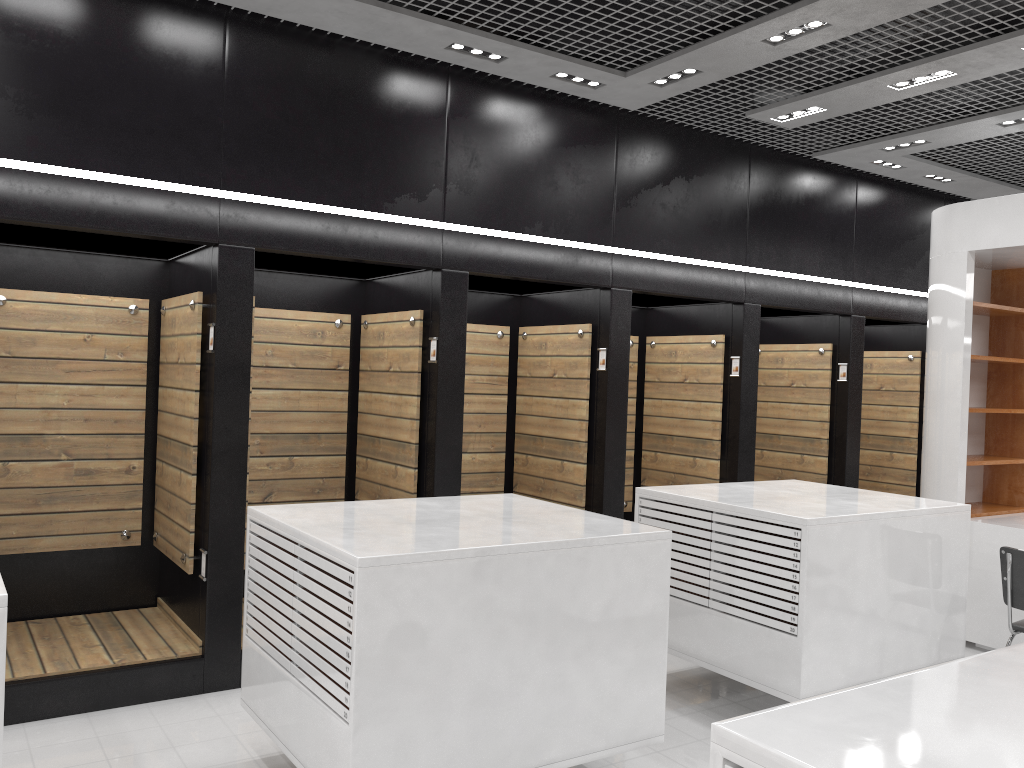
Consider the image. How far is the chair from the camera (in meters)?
5.10

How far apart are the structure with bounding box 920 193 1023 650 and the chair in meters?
1.2

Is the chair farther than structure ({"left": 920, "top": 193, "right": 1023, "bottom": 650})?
No

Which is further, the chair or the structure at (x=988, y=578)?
the structure at (x=988, y=578)

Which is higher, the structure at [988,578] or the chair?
the structure at [988,578]

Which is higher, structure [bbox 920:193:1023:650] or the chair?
structure [bbox 920:193:1023:650]

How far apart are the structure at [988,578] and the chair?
1.2m

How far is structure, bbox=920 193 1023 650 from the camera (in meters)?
6.46

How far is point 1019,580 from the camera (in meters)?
5.10

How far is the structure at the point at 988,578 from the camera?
6.46m
